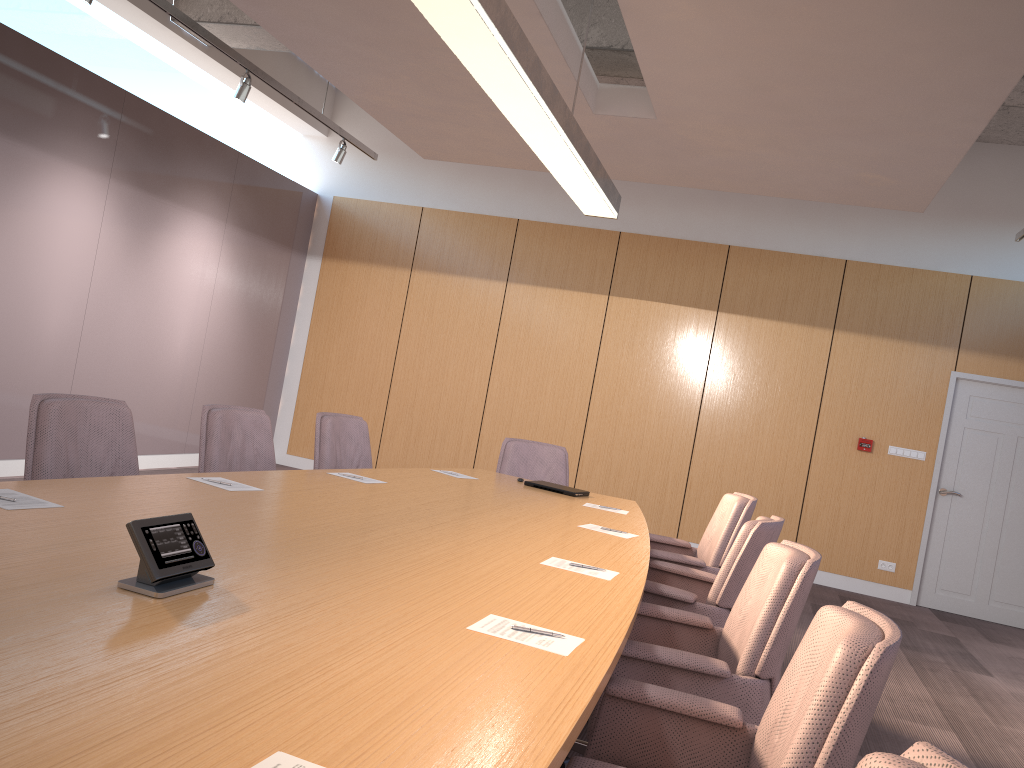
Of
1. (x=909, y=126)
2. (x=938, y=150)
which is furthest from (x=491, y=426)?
(x=909, y=126)

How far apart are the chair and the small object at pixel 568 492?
0.5 meters

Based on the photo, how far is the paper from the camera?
1.2m

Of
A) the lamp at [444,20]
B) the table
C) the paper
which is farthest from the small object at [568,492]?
the paper

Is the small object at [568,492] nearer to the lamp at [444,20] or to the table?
the table

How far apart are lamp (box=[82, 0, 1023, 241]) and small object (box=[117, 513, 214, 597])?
4.5 meters

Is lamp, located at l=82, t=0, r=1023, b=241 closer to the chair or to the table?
the chair

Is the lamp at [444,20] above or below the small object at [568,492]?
above

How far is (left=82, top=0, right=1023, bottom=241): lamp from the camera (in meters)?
5.49

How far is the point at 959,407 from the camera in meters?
8.1 m
